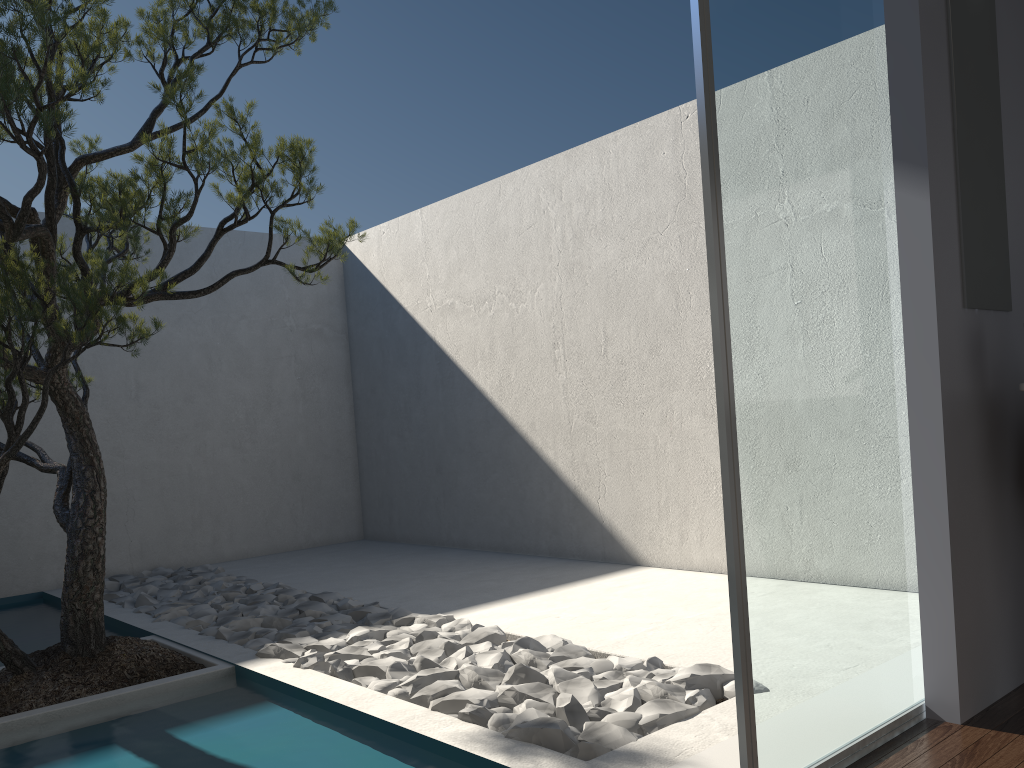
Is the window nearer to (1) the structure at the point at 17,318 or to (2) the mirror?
(2) the mirror

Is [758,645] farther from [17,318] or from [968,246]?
[17,318]

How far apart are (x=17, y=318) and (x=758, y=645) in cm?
272

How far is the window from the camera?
2.07m

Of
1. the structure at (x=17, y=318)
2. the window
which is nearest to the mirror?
the window

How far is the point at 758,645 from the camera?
2.1m

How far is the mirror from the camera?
2.7 meters

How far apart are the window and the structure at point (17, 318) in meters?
1.8

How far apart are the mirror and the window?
0.2 meters

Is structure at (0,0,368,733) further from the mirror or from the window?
the mirror
